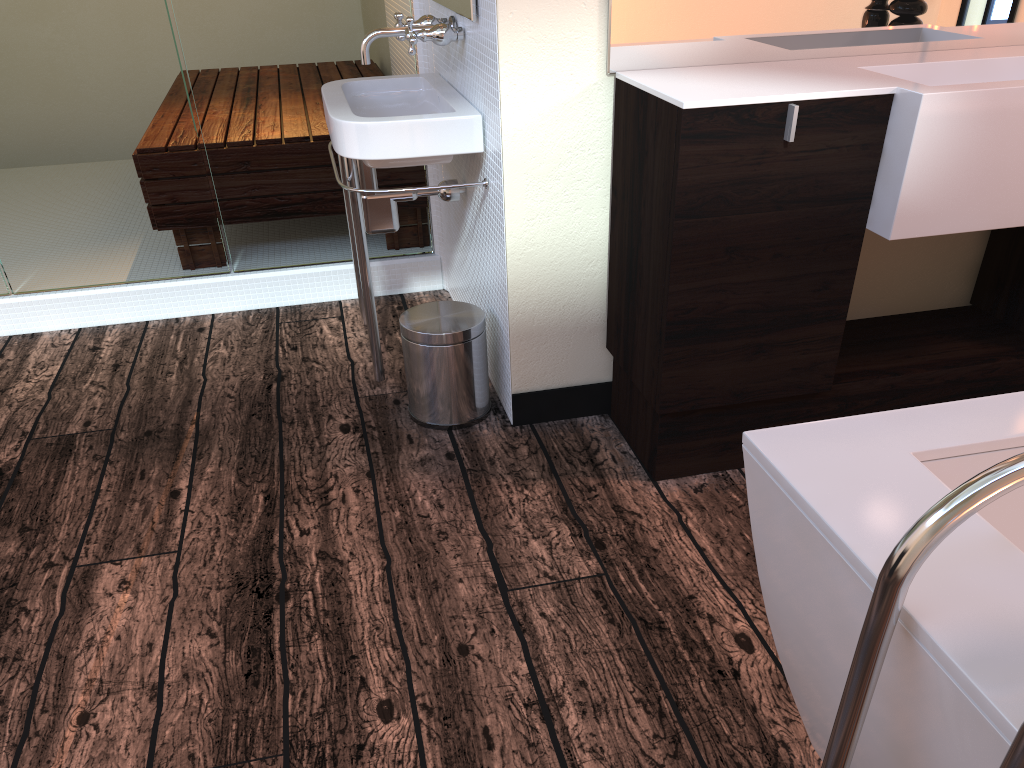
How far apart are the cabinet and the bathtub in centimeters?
78cm

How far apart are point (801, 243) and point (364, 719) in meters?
1.2 m

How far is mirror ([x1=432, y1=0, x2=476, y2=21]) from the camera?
1.9m

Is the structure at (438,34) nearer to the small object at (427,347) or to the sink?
the sink

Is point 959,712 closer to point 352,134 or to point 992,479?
point 992,479

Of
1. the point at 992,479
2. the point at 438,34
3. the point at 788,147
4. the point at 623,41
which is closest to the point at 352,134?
the point at 438,34

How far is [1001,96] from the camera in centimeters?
161cm

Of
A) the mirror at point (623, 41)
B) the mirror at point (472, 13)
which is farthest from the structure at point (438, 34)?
the mirror at point (623, 41)

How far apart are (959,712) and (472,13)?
1.70m

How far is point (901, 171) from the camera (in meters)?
1.66
